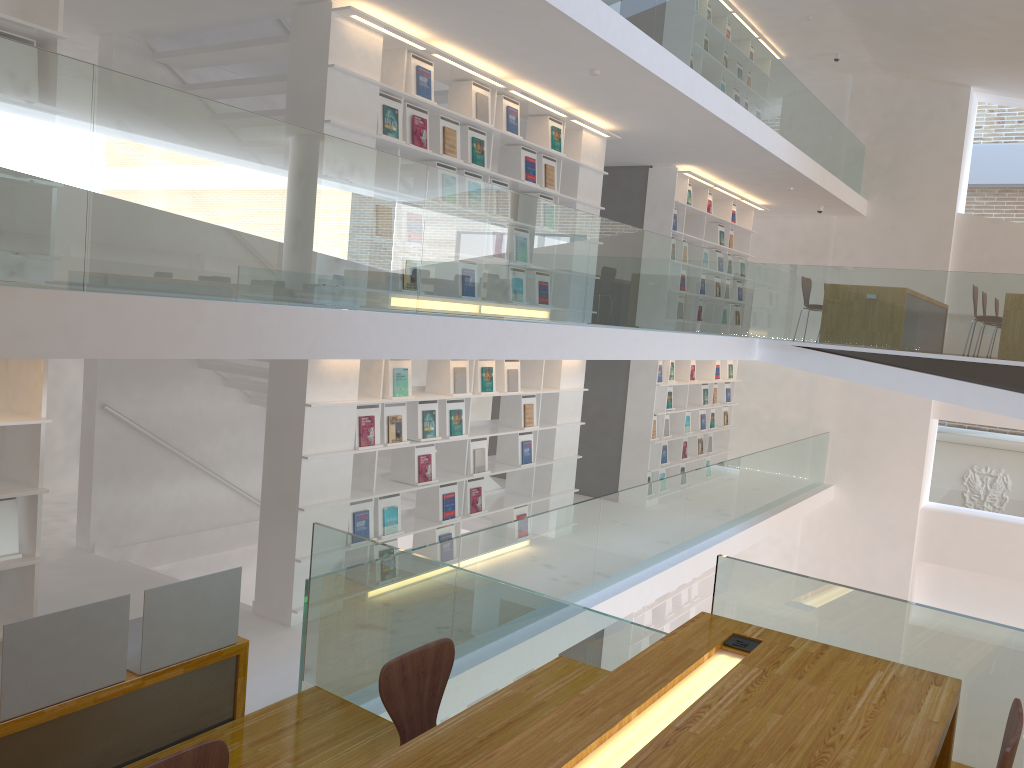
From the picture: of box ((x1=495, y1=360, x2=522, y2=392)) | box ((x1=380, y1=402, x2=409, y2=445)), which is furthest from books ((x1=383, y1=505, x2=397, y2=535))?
box ((x1=495, y1=360, x2=522, y2=392))

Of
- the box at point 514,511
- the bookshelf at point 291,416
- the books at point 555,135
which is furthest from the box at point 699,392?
the books at point 555,135

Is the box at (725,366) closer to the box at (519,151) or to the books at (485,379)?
the box at (519,151)

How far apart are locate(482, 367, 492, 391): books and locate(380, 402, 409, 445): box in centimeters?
93cm

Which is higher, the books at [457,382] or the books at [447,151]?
the books at [447,151]

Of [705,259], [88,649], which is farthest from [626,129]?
[88,649]

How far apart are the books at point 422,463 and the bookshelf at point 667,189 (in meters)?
4.64

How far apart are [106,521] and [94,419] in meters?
0.8 m

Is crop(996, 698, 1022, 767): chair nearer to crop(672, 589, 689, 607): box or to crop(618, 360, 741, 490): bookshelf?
crop(618, 360, 741, 490): bookshelf

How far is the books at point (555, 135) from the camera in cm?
760
